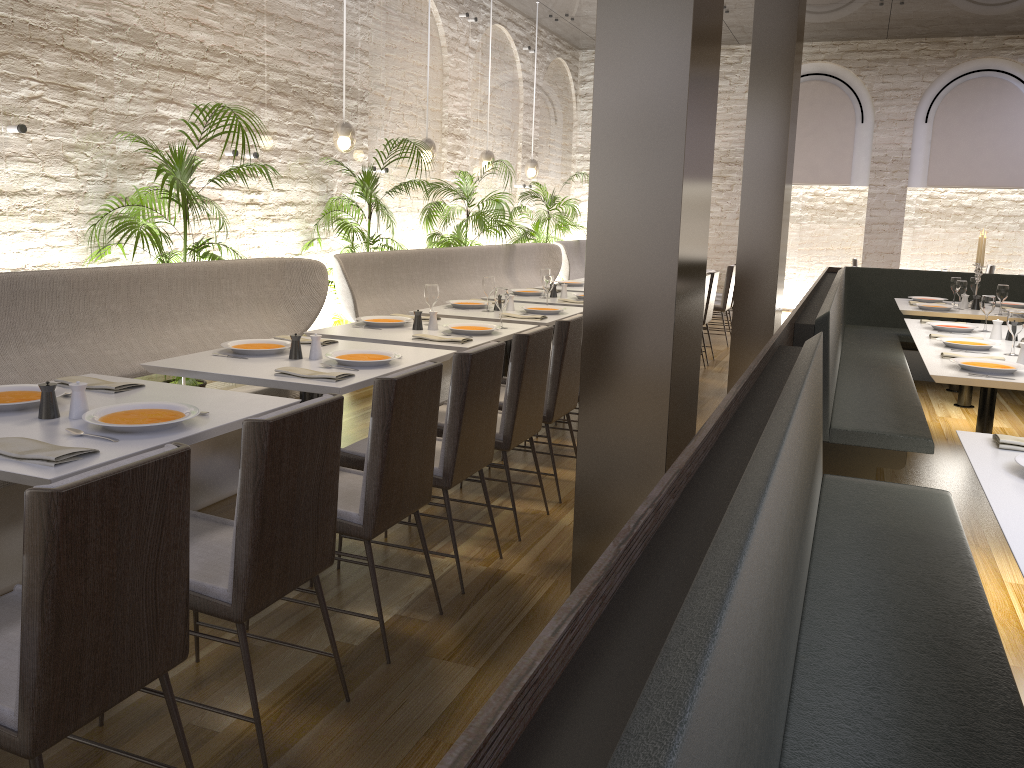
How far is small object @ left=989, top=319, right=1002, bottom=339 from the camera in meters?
5.2

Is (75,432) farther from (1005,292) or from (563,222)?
(563,222)

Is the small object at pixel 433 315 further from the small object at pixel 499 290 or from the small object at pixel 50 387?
Answer: the small object at pixel 50 387

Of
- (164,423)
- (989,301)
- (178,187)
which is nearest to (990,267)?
(989,301)

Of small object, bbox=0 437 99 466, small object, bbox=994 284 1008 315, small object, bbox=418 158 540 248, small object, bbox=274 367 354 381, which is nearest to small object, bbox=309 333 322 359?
small object, bbox=274 367 354 381

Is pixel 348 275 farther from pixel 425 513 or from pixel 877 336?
pixel 877 336

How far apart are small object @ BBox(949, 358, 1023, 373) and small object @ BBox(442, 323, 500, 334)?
2.3m

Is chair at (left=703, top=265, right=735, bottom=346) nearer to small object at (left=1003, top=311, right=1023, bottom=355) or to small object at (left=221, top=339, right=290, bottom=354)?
small object at (left=1003, top=311, right=1023, bottom=355)

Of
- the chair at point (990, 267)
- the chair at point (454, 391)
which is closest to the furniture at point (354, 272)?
the chair at point (454, 391)

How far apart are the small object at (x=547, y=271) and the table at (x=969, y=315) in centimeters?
279cm
